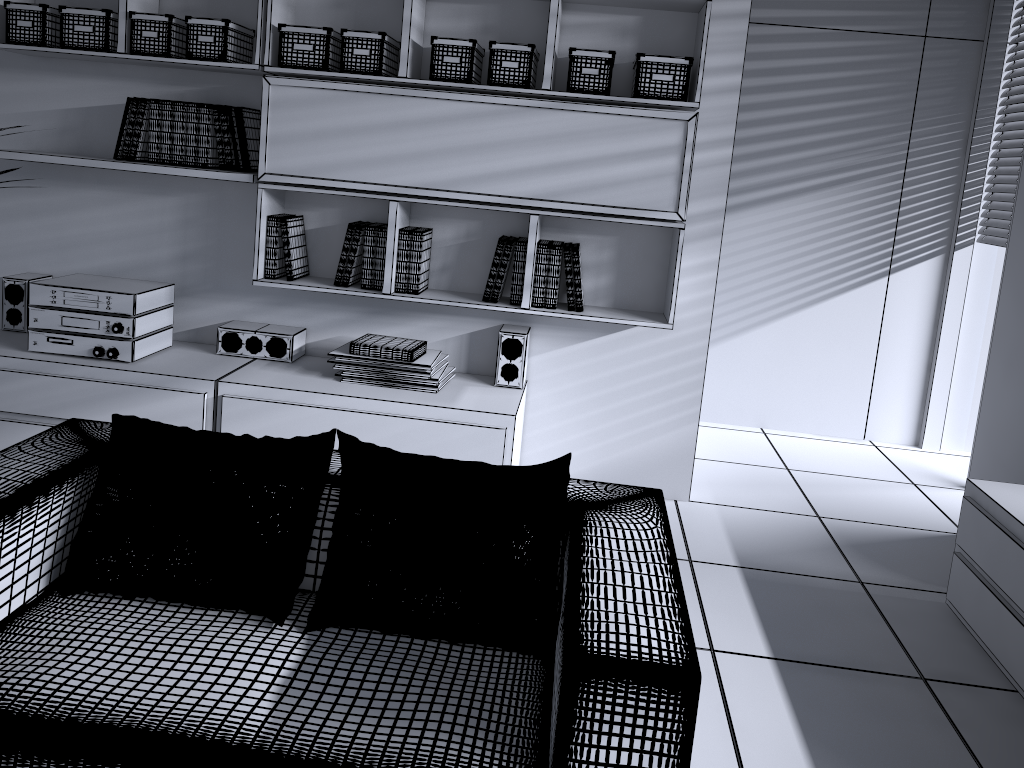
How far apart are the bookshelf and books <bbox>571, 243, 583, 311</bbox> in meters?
0.1

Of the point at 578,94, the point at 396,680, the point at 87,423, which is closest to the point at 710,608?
the point at 396,680

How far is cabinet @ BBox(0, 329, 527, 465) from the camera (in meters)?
3.27

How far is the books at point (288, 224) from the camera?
3.52m

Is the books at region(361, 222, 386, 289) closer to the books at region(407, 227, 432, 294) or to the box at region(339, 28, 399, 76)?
the books at region(407, 227, 432, 294)

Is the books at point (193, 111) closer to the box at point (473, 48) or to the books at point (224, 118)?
the books at point (224, 118)

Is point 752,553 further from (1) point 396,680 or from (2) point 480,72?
(2) point 480,72

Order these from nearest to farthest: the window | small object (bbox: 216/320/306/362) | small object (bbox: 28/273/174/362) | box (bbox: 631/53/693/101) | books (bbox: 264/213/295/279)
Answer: box (bbox: 631/53/693/101)
small object (bbox: 28/273/174/362)
books (bbox: 264/213/295/279)
small object (bbox: 216/320/306/362)
the window

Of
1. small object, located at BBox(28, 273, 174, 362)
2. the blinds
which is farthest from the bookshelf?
the blinds

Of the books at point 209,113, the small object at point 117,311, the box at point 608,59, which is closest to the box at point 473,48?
the box at point 608,59
